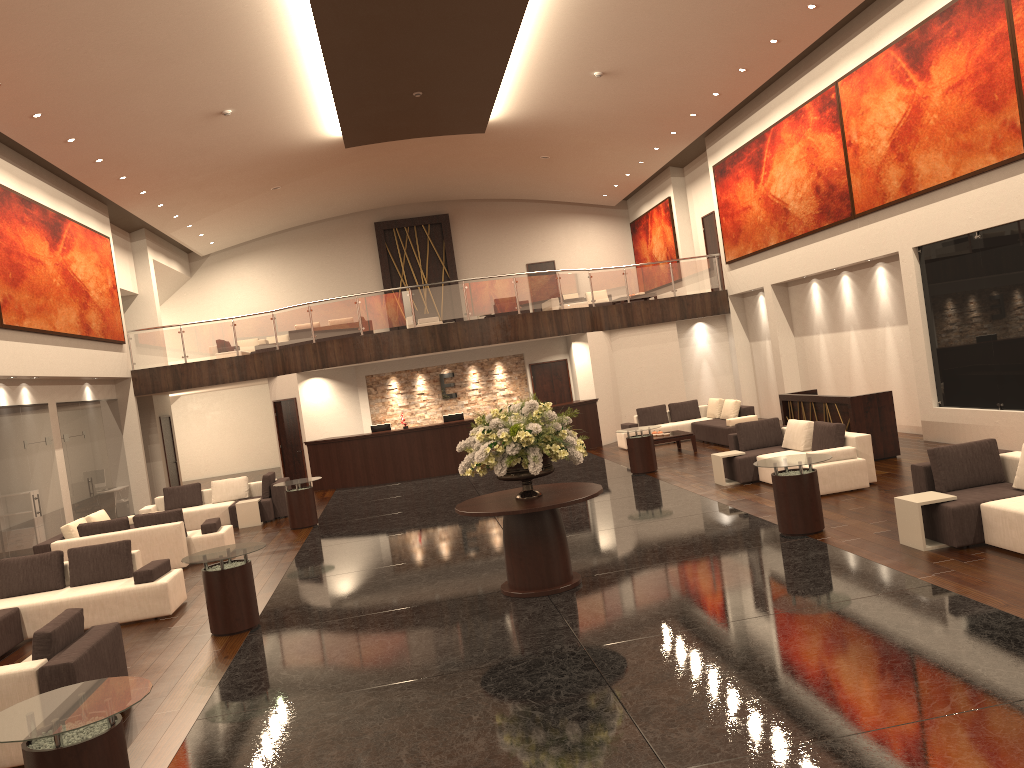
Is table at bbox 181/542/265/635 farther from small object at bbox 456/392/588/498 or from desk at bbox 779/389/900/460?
desk at bbox 779/389/900/460

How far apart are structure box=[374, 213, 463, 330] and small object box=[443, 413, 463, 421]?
10.3 meters

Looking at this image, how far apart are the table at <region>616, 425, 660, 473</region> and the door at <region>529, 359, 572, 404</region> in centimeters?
651cm

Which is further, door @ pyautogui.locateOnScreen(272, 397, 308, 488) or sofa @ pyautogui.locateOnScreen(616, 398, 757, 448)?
door @ pyautogui.locateOnScreen(272, 397, 308, 488)

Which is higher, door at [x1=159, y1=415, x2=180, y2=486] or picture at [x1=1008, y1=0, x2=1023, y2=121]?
picture at [x1=1008, y1=0, x2=1023, y2=121]

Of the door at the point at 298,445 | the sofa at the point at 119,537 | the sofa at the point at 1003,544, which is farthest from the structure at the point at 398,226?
the sofa at the point at 1003,544

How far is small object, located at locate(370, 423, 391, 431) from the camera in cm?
2082

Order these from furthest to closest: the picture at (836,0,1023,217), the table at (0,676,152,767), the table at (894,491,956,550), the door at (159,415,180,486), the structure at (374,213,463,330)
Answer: the structure at (374,213,463,330), the door at (159,415,180,486), the picture at (836,0,1023,217), the table at (894,491,956,550), the table at (0,676,152,767)

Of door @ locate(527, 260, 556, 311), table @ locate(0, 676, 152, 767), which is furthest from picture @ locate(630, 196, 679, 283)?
table @ locate(0, 676, 152, 767)

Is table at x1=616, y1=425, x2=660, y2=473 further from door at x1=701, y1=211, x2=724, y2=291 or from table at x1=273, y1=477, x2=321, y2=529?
door at x1=701, y1=211, x2=724, y2=291
